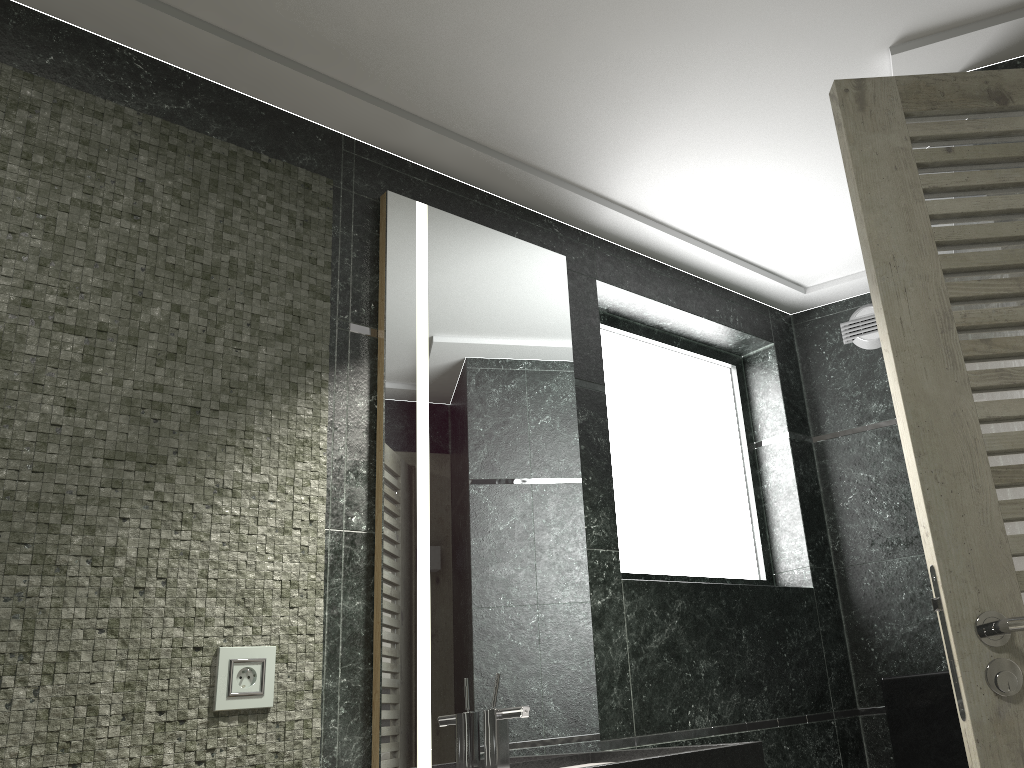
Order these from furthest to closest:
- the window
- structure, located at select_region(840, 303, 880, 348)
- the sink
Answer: structure, located at select_region(840, 303, 880, 348) < the window < the sink

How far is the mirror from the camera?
2.22m

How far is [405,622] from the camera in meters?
2.2

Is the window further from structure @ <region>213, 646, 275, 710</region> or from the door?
the door

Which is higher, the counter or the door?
the door

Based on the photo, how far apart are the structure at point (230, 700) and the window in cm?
141

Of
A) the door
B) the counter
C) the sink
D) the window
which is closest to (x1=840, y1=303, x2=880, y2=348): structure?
the window

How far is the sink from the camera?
2.15m

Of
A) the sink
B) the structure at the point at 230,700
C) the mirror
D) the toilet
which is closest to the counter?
the mirror

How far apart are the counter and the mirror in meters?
0.0 m
